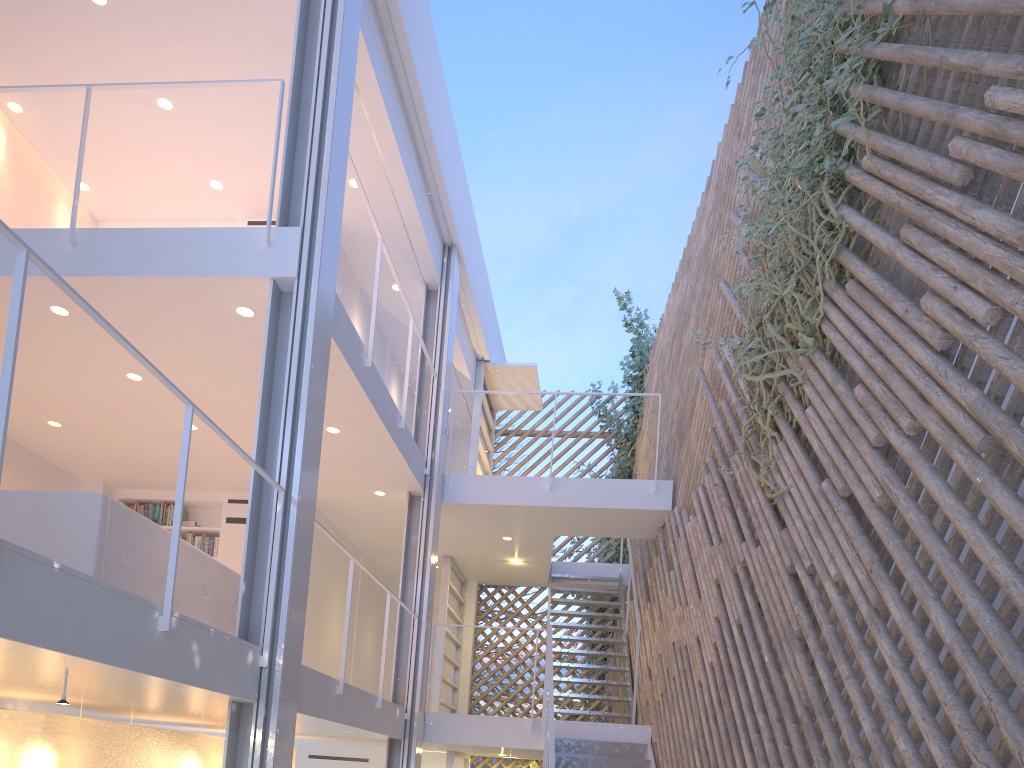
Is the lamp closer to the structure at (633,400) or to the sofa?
the sofa

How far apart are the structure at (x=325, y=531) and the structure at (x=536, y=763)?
2.6 meters

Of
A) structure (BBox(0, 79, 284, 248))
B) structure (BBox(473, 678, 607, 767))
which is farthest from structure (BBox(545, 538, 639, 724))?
structure (BBox(0, 79, 284, 248))

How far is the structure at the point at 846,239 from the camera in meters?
2.3

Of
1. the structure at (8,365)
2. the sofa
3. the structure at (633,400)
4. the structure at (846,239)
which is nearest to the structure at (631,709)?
the structure at (633,400)

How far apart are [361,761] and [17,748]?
3.56m

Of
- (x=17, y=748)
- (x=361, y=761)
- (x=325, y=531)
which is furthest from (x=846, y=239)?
(x=361, y=761)

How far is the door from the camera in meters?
5.8 m

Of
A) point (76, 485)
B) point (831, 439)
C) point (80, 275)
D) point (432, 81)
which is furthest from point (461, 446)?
point (831, 439)

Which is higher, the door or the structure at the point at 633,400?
the structure at the point at 633,400
